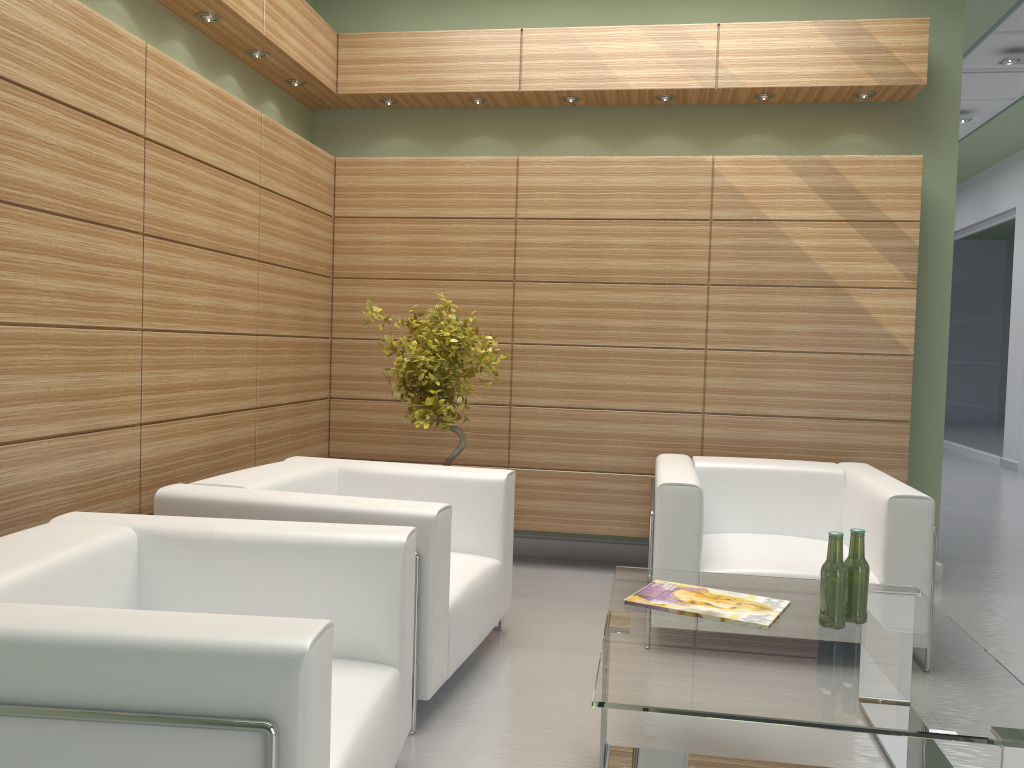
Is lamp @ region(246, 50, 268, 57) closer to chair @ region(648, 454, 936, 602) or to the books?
chair @ region(648, 454, 936, 602)

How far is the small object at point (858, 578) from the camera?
4.47m

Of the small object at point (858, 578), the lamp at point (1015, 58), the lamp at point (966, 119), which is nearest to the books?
the small object at point (858, 578)

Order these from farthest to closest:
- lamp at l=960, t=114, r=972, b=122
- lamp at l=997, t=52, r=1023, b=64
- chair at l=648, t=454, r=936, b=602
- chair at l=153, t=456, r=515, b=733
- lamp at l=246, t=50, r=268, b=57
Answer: lamp at l=960, t=114, r=972, b=122, lamp at l=997, t=52, r=1023, b=64, lamp at l=246, t=50, r=268, b=57, chair at l=648, t=454, r=936, b=602, chair at l=153, t=456, r=515, b=733

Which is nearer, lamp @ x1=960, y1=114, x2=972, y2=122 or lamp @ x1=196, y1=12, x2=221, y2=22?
lamp @ x1=196, y1=12, x2=221, y2=22

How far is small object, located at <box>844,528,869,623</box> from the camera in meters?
4.5 m

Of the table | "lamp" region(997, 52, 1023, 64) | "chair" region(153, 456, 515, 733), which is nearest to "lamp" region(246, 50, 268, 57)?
"chair" region(153, 456, 515, 733)

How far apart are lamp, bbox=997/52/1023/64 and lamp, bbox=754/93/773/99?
6.04m

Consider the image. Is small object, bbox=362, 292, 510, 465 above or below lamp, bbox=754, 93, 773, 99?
below

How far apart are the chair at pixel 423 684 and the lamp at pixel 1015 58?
10.1m
